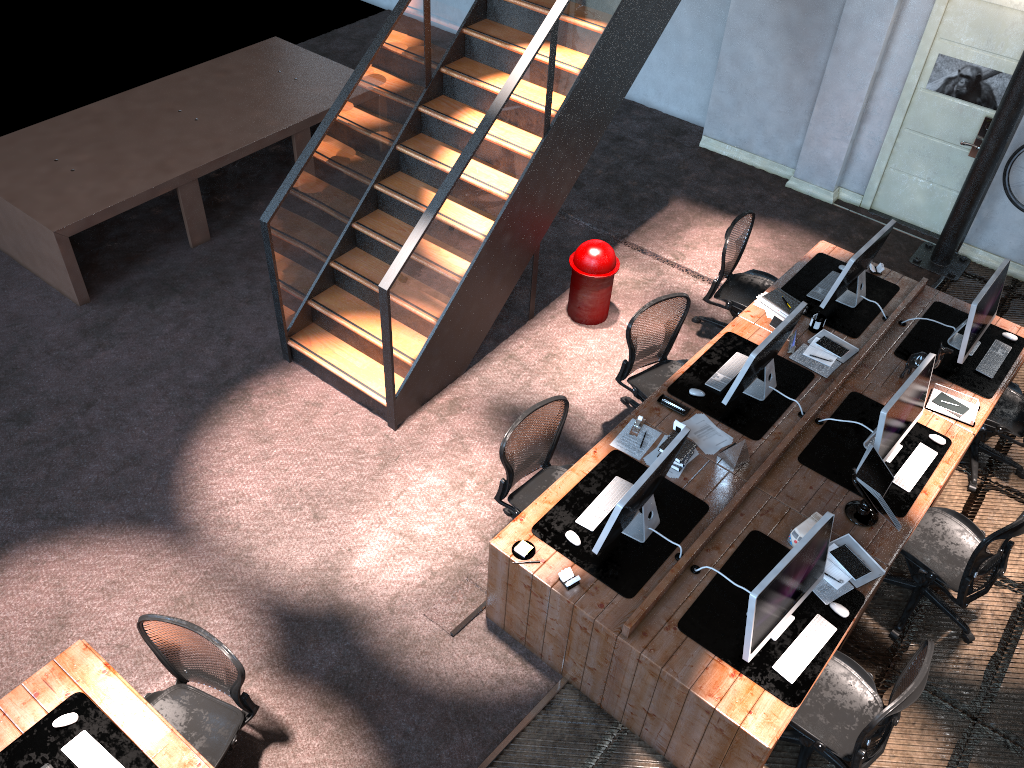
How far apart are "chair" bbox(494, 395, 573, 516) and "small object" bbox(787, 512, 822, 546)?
1.4 meters

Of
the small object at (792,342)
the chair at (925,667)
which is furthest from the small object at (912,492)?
the chair at (925,667)

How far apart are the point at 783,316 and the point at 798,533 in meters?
2.1

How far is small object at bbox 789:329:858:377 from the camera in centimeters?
609cm

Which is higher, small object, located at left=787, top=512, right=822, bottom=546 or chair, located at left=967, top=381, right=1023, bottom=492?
small object, located at left=787, top=512, right=822, bottom=546

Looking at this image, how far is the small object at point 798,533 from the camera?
4.9 meters

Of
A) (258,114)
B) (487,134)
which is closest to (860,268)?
(487,134)

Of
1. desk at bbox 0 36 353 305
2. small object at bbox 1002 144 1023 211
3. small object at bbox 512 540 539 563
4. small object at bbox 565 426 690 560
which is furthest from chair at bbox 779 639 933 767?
desk at bbox 0 36 353 305

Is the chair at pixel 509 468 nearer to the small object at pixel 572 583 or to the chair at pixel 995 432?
the small object at pixel 572 583

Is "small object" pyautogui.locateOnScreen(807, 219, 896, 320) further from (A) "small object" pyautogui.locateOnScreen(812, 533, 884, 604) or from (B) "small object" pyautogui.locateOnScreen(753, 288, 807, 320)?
(A) "small object" pyautogui.locateOnScreen(812, 533, 884, 604)
